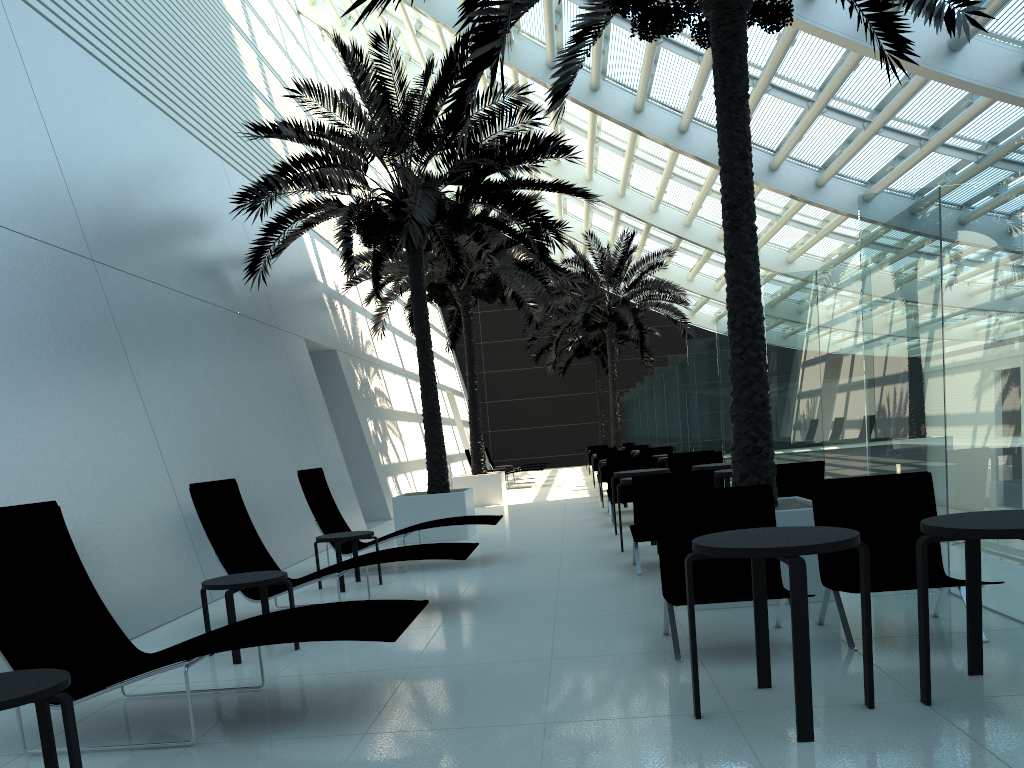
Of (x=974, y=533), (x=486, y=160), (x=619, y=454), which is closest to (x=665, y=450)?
(x=619, y=454)

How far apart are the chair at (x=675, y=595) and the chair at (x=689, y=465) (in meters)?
7.22

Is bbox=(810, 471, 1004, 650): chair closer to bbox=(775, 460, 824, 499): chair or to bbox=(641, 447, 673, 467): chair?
bbox=(775, 460, 824, 499): chair

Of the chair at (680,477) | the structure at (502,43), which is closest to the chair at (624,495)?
the chair at (680,477)

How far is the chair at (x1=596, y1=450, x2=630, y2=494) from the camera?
18.1m

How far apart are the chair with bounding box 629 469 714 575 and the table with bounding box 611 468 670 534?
2.21m

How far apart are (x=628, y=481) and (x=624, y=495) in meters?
3.5 m

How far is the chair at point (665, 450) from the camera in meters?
18.1 m

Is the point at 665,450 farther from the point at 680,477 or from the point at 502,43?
the point at 502,43

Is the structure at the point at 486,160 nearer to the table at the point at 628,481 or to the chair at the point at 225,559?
the table at the point at 628,481
